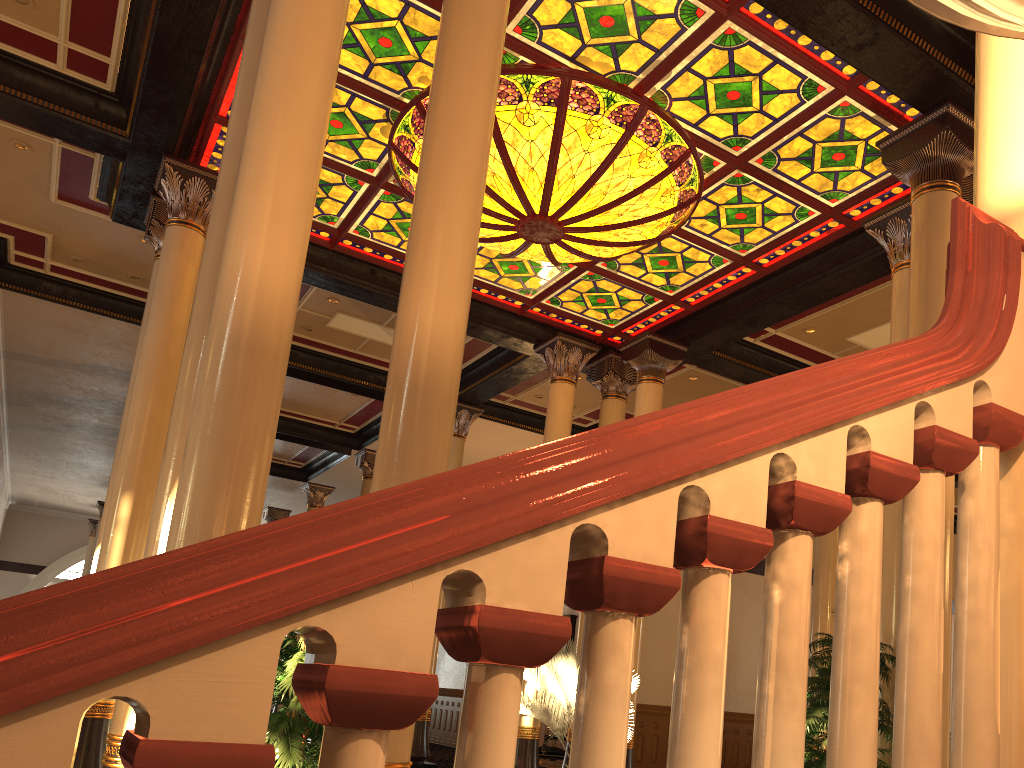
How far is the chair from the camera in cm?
1389

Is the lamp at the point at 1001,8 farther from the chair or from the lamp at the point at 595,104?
the chair

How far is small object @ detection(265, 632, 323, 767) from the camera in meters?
4.1

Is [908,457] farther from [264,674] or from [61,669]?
[61,669]

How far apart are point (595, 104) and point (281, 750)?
5.6 meters

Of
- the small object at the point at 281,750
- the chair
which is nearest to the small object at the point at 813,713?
the small object at the point at 281,750

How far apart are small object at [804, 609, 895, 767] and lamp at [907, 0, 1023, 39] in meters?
5.8 m

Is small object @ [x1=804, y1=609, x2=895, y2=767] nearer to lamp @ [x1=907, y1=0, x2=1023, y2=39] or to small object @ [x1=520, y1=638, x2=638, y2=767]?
small object @ [x1=520, y1=638, x2=638, y2=767]

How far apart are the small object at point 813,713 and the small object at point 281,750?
3.40m

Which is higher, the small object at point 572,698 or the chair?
the small object at point 572,698
